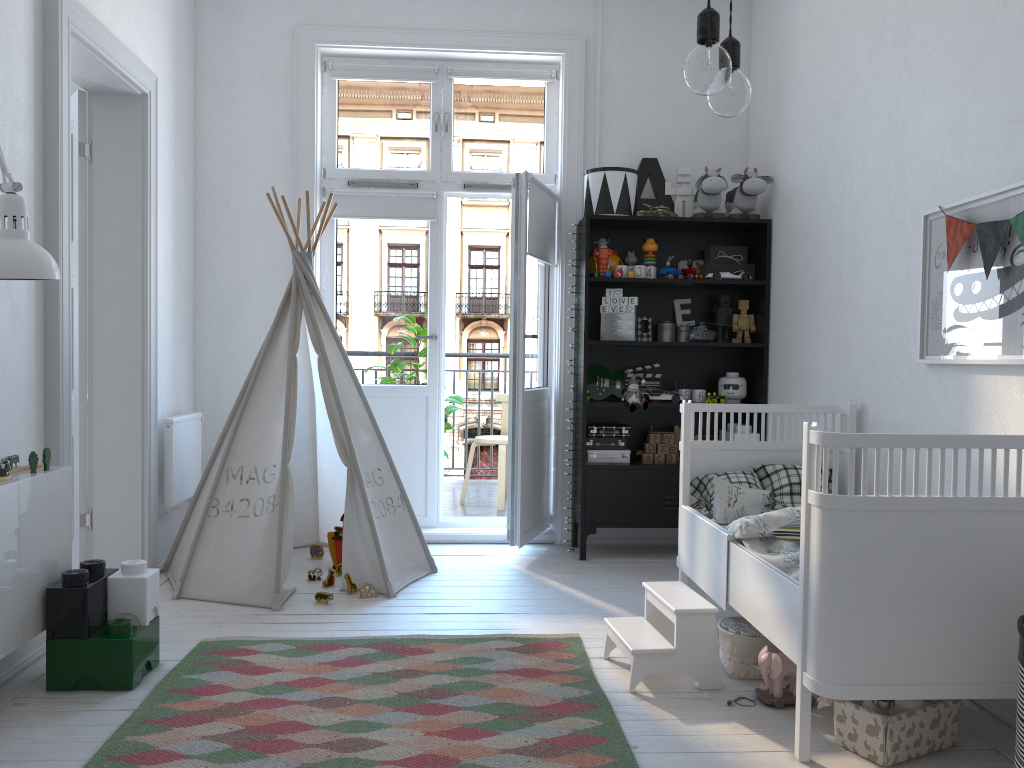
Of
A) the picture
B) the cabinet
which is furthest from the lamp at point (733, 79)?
the cabinet

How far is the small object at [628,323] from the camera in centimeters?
434cm

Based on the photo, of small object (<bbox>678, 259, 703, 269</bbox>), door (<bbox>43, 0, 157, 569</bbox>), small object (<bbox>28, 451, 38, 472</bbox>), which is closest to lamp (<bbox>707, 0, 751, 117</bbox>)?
small object (<bbox>28, 451, 38, 472</bbox>)

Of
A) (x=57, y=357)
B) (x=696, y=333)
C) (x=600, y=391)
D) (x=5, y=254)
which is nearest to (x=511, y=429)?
(x=600, y=391)

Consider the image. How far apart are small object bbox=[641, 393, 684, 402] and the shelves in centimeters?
6cm

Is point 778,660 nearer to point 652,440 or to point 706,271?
point 652,440

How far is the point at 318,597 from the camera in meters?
3.5

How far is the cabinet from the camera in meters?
2.3

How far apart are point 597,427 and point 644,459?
0.3 meters

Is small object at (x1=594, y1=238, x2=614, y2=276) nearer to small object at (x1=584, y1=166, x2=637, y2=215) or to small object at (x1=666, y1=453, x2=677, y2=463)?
small object at (x1=584, y1=166, x2=637, y2=215)
